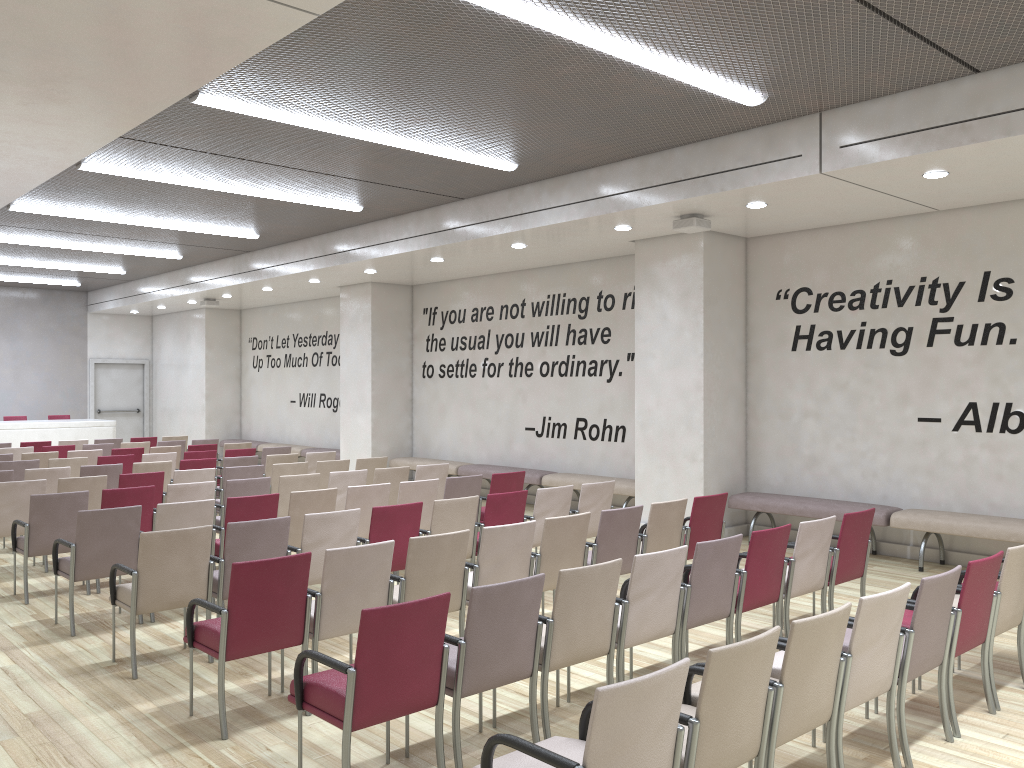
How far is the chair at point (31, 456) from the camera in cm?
1159

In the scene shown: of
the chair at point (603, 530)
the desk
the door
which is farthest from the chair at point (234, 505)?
the door

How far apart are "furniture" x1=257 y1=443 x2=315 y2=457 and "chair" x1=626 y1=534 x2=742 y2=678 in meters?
13.2 m

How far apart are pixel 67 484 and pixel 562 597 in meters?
6.1 m

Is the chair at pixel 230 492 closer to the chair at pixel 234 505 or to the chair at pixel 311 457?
the chair at pixel 234 505

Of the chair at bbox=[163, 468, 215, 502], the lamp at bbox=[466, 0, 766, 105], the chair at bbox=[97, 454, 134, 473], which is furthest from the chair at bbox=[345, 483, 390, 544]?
the chair at bbox=[97, 454, 134, 473]

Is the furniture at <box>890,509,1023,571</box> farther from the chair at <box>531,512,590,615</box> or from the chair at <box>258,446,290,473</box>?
the chair at <box>258,446,290,473</box>

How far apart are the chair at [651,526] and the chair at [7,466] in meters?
7.7 m

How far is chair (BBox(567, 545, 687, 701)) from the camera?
4.64m

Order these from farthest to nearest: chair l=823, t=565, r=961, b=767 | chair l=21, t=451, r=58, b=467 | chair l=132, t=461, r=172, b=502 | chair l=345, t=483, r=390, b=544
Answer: chair l=21, t=451, r=58, b=467 → chair l=132, t=461, r=172, b=502 → chair l=345, t=483, r=390, b=544 → chair l=823, t=565, r=961, b=767
